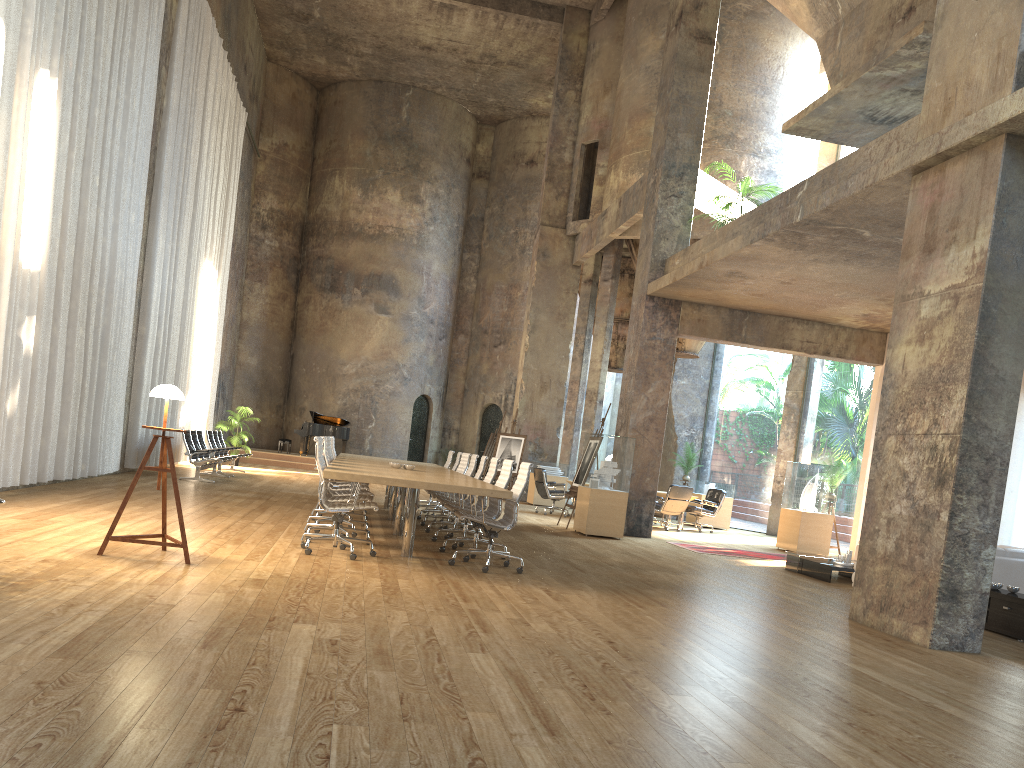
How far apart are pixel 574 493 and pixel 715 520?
5.9m

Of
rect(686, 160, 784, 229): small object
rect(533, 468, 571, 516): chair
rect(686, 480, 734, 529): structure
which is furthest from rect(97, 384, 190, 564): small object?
rect(686, 480, 734, 529): structure

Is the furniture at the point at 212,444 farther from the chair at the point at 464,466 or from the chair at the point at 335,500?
the chair at the point at 335,500

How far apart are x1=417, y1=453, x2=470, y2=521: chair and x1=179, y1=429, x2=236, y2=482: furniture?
4.6 meters

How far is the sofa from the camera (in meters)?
9.21

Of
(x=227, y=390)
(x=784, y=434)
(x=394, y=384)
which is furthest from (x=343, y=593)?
(x=394, y=384)

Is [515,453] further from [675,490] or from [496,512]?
[496,512]

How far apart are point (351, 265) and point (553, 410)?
9.4 meters

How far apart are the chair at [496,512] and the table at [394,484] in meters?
0.3 m

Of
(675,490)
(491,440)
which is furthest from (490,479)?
(491,440)
